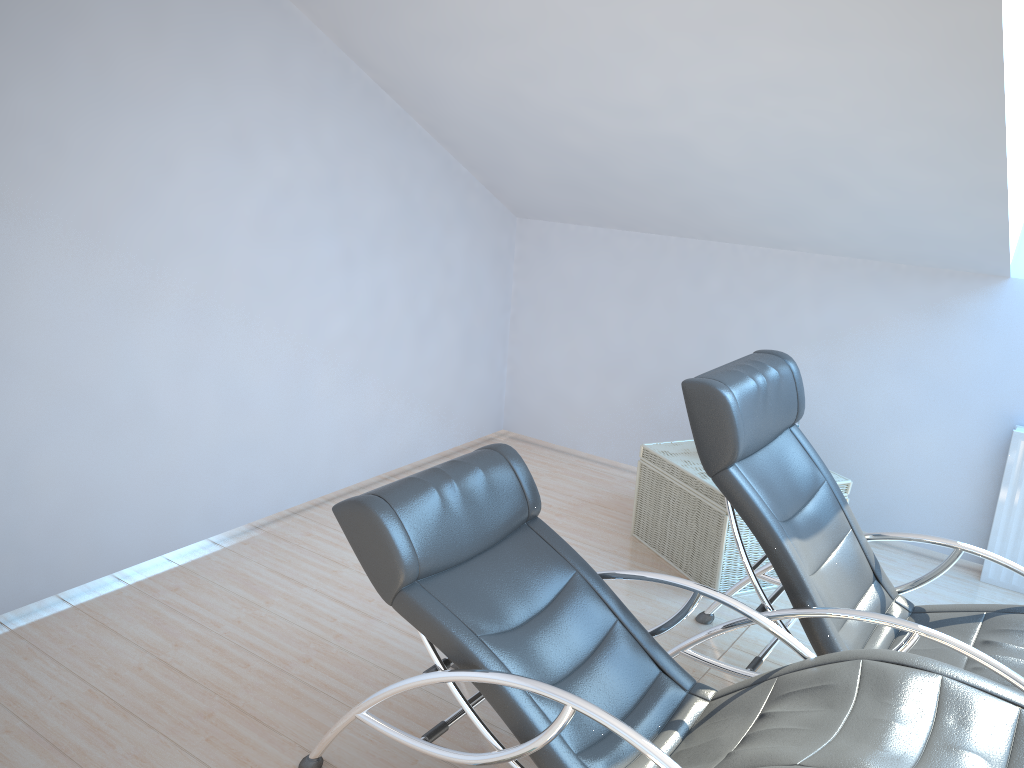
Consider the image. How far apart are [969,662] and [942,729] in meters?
0.9 m

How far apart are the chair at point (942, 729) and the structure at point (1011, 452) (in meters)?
2.32

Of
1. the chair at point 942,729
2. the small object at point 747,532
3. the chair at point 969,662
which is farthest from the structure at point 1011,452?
the chair at point 942,729

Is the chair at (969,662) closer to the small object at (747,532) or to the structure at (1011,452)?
the small object at (747,532)

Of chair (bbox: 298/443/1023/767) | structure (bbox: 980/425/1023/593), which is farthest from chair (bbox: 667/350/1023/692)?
structure (bbox: 980/425/1023/593)

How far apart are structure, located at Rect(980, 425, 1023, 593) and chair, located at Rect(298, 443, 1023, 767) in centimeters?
232cm

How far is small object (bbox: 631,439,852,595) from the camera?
4.07m

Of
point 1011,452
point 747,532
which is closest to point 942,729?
point 747,532

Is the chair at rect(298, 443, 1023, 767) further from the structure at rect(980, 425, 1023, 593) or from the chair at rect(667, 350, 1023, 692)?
the structure at rect(980, 425, 1023, 593)

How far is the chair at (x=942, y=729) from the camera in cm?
211
